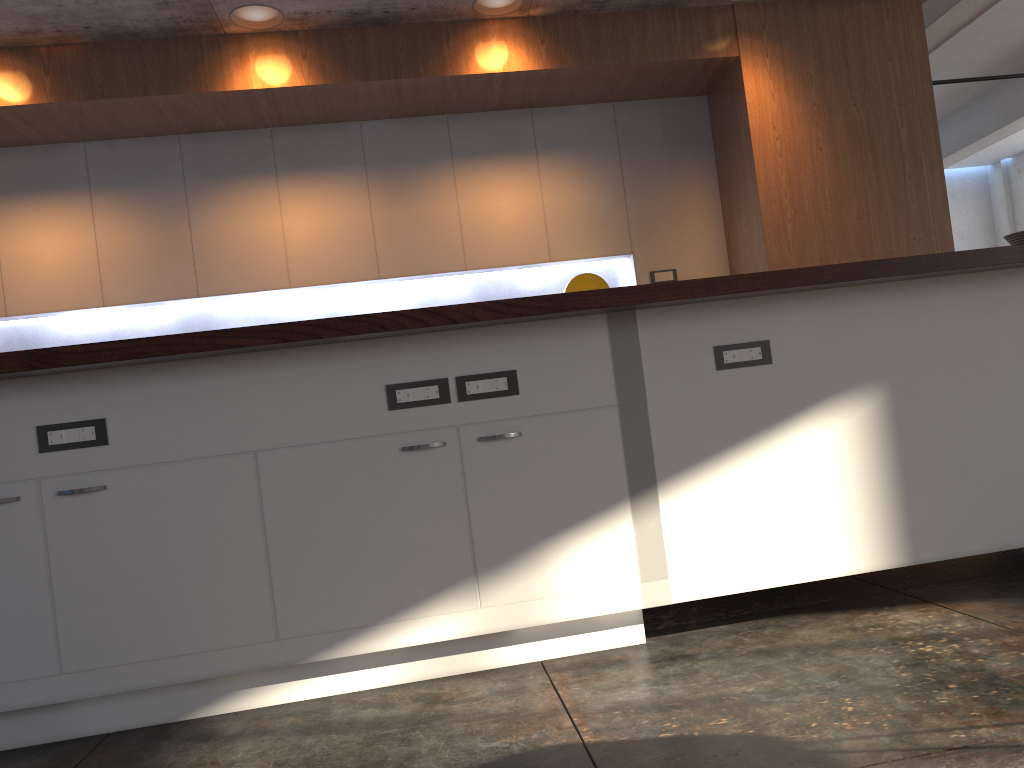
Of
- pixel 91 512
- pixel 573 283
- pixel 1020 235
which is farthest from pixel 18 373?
pixel 1020 235

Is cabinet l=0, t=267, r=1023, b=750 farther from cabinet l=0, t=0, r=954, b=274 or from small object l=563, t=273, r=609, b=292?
small object l=563, t=273, r=609, b=292

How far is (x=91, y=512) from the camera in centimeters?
222cm

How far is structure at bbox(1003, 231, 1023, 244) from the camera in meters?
11.5

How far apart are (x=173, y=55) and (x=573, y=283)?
2.3 meters

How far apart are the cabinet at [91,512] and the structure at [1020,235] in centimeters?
1039cm

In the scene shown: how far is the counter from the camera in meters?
2.1

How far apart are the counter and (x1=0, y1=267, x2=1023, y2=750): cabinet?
0.1m

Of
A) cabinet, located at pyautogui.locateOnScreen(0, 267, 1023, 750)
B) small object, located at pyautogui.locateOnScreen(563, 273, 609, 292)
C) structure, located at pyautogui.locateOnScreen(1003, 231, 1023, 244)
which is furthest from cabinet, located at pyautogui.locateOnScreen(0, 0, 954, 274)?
structure, located at pyautogui.locateOnScreen(1003, 231, 1023, 244)

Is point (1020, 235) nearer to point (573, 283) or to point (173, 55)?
point (573, 283)
